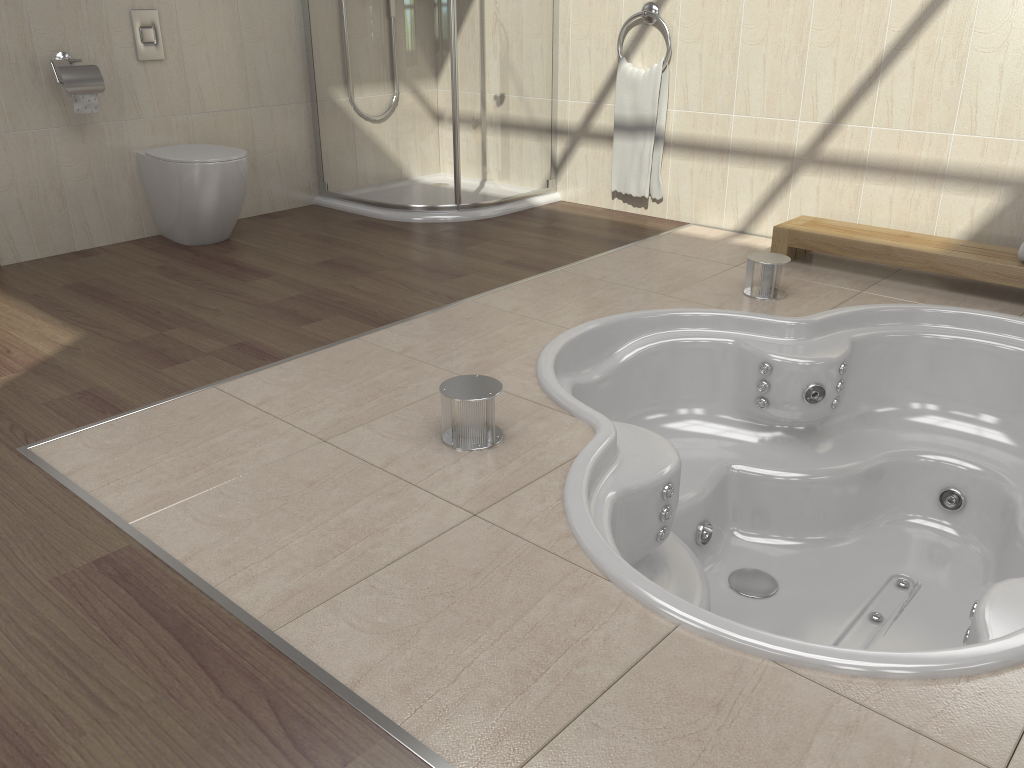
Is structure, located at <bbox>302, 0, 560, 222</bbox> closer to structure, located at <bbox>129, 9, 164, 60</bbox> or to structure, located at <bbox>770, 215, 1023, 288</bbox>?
structure, located at <bbox>129, 9, 164, 60</bbox>

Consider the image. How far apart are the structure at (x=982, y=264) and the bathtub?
0.2 meters

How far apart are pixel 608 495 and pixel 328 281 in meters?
1.7

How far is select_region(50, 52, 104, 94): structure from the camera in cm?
340

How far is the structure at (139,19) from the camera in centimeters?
367cm

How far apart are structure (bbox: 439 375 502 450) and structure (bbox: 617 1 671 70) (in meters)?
2.47

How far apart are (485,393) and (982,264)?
1.99m

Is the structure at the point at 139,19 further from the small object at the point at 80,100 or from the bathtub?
the bathtub

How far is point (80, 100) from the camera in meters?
3.5 m

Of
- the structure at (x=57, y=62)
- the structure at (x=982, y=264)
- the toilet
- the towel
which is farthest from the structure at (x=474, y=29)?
the structure at (x=982, y=264)
